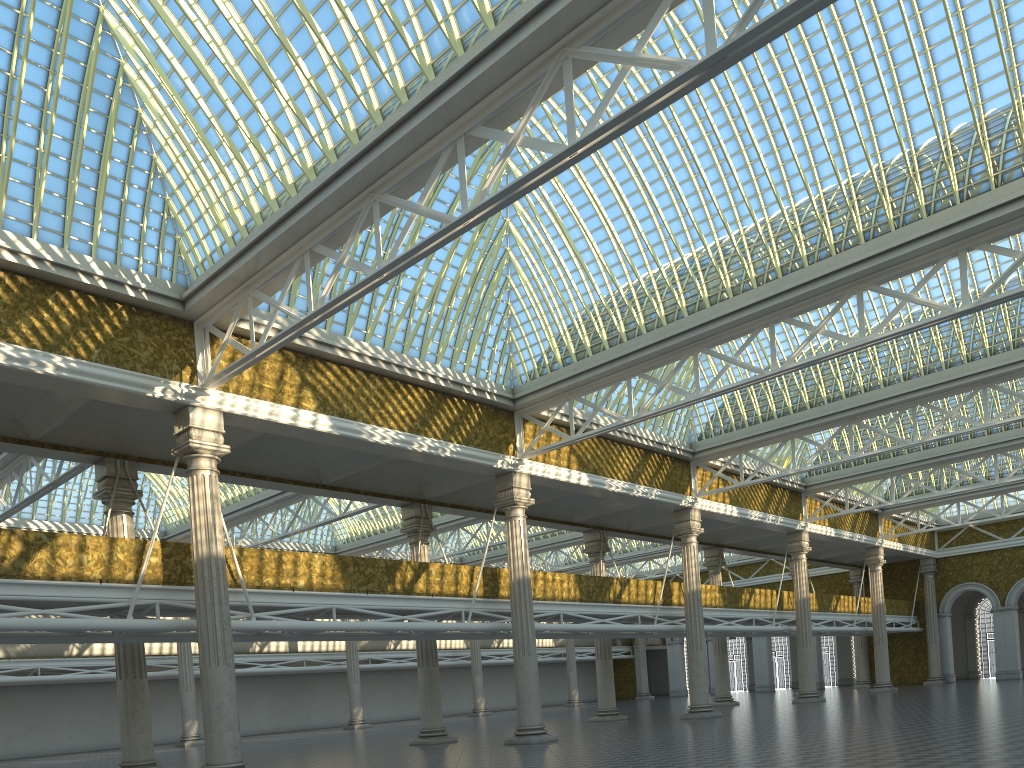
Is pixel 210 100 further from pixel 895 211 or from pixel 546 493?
pixel 546 493
